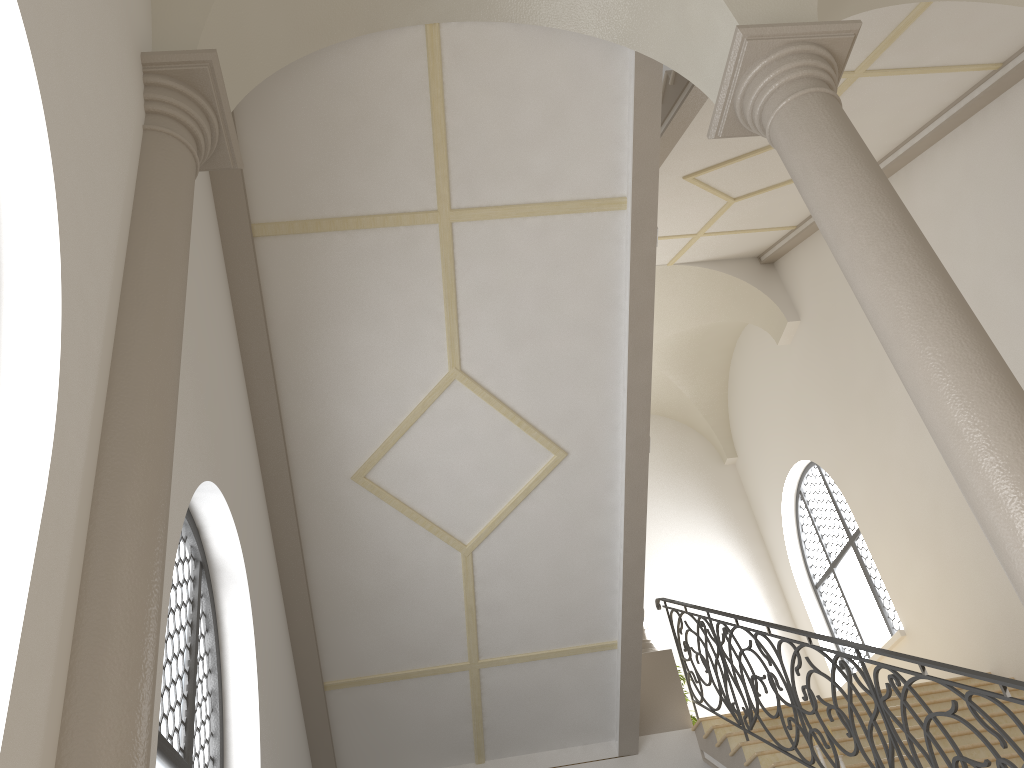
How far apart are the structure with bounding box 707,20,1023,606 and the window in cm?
742

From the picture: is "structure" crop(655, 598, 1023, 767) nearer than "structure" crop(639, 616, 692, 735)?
Yes

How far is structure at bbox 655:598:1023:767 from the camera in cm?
416

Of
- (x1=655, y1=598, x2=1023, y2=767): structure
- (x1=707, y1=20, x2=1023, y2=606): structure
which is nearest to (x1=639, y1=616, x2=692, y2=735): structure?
(x1=655, y1=598, x2=1023, y2=767): structure

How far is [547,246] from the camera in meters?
6.4 m

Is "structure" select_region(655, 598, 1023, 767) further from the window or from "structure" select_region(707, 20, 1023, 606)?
the window

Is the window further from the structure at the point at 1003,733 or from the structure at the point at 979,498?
the structure at the point at 979,498

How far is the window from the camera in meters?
11.3 m

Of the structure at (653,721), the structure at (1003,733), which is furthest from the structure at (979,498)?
the structure at (653,721)

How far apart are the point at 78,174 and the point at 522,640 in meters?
5.8 m
